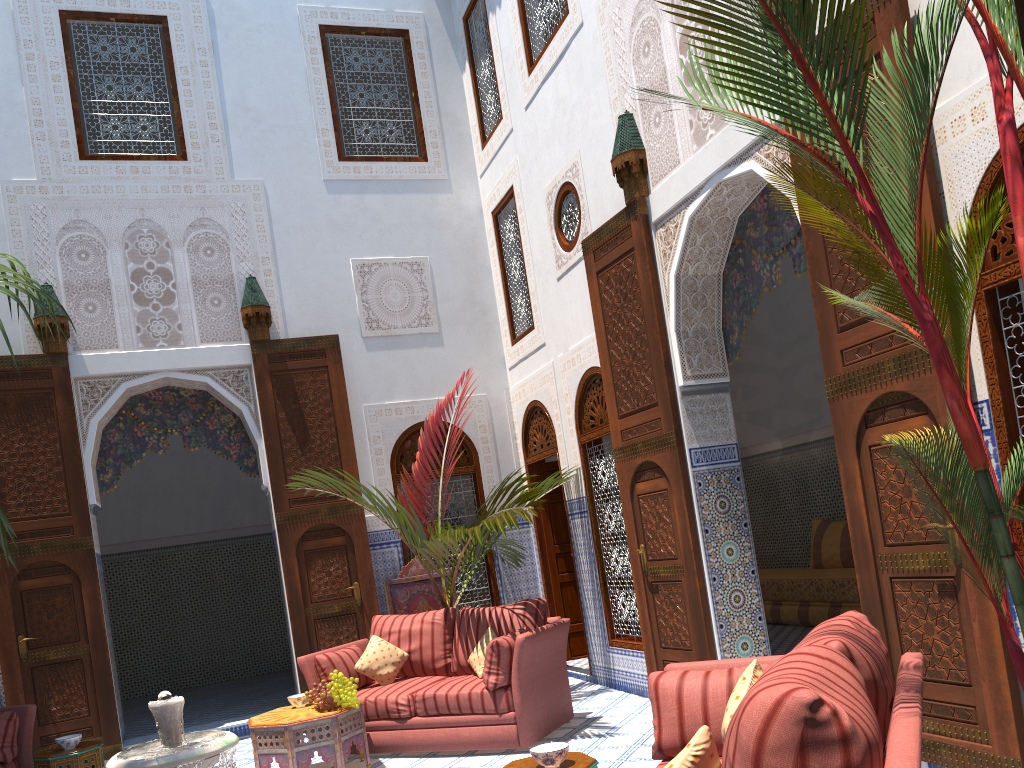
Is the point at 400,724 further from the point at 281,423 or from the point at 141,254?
the point at 141,254

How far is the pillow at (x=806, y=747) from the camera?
1.3 meters

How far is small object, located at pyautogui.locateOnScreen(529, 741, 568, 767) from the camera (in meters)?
2.38

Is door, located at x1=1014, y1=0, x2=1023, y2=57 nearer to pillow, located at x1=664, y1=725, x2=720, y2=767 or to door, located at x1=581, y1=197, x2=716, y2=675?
pillow, located at x1=664, y1=725, x2=720, y2=767

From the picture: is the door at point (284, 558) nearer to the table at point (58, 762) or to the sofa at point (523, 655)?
the sofa at point (523, 655)

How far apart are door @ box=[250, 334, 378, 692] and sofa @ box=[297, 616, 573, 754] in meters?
0.7

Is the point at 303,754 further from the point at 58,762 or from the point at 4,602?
the point at 4,602

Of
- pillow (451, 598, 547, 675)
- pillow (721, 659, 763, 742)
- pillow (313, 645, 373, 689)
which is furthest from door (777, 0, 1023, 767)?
pillow (313, 645, 373, 689)

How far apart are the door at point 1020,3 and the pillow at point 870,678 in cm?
152

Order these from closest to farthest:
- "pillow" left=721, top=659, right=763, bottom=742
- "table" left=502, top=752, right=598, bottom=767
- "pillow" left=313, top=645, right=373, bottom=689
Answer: "pillow" left=721, top=659, right=763, bottom=742 → "table" left=502, top=752, right=598, bottom=767 → "pillow" left=313, top=645, right=373, bottom=689
